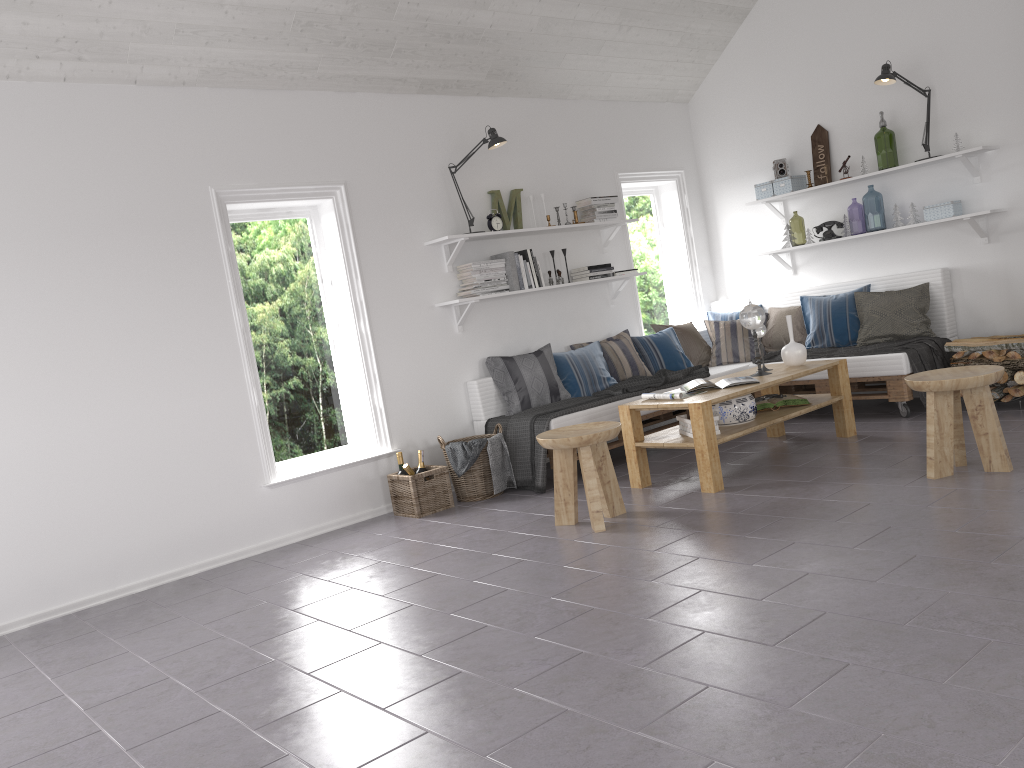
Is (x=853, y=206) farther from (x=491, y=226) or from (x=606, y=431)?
(x=606, y=431)

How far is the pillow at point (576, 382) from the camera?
6.2m

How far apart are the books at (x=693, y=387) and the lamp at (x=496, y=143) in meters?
2.0

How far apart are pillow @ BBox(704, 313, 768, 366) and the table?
1.0m

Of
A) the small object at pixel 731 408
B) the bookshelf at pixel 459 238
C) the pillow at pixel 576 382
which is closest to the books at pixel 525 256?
the bookshelf at pixel 459 238

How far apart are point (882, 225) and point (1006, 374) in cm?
809

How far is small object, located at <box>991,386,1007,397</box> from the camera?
5.5m

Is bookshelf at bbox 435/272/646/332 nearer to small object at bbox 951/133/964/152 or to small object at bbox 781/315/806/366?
small object at bbox 781/315/806/366

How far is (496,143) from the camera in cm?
584

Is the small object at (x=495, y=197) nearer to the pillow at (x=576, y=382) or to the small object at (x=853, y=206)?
the pillow at (x=576, y=382)
